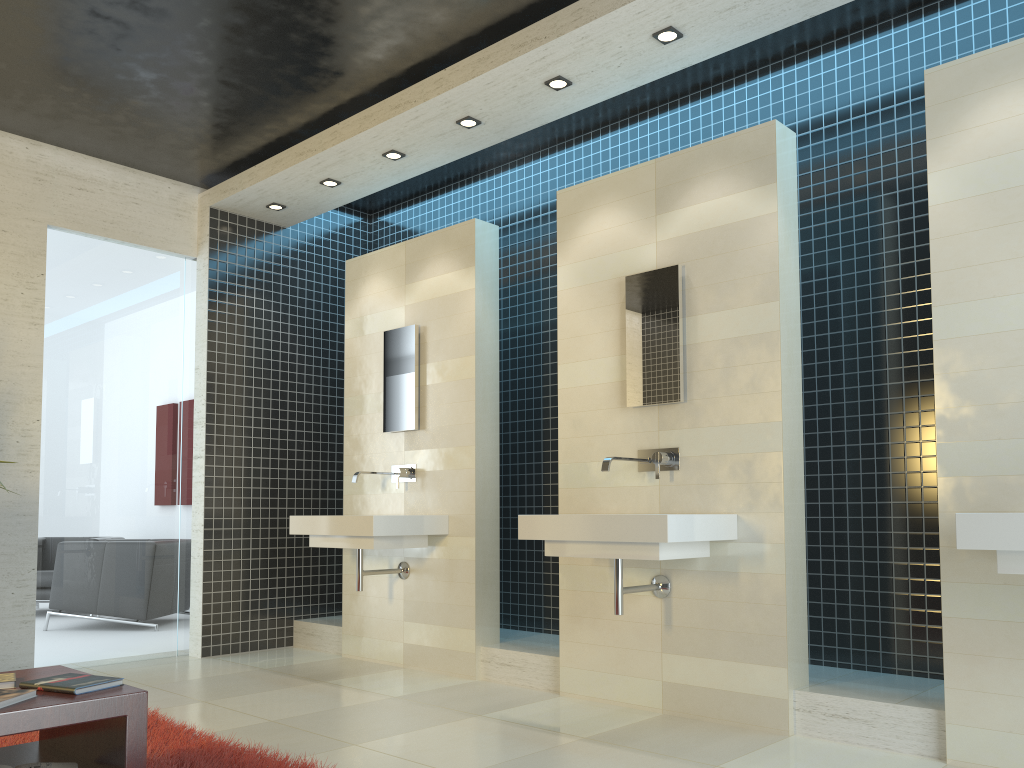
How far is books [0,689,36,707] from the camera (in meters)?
2.30

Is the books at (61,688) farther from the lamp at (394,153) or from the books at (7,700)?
the lamp at (394,153)

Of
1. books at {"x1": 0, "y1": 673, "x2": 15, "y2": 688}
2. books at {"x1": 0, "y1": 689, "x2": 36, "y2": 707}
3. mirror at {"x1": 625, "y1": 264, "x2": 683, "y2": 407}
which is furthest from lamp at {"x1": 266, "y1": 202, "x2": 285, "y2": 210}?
books at {"x1": 0, "y1": 689, "x2": 36, "y2": 707}

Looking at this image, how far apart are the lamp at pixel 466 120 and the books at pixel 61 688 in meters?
3.5 m

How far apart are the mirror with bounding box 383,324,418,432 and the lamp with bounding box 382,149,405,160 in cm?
106

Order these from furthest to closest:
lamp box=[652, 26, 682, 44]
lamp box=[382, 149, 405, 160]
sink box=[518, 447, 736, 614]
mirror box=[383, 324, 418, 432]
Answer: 1. mirror box=[383, 324, 418, 432]
2. lamp box=[382, 149, 405, 160]
3. lamp box=[652, 26, 682, 44]
4. sink box=[518, 447, 736, 614]

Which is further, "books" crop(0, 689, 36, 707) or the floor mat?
the floor mat

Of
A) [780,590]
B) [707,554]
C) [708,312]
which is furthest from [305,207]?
[780,590]

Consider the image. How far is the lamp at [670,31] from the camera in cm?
409

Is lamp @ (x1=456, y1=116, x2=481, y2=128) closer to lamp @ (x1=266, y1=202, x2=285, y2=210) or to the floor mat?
lamp @ (x1=266, y1=202, x2=285, y2=210)
